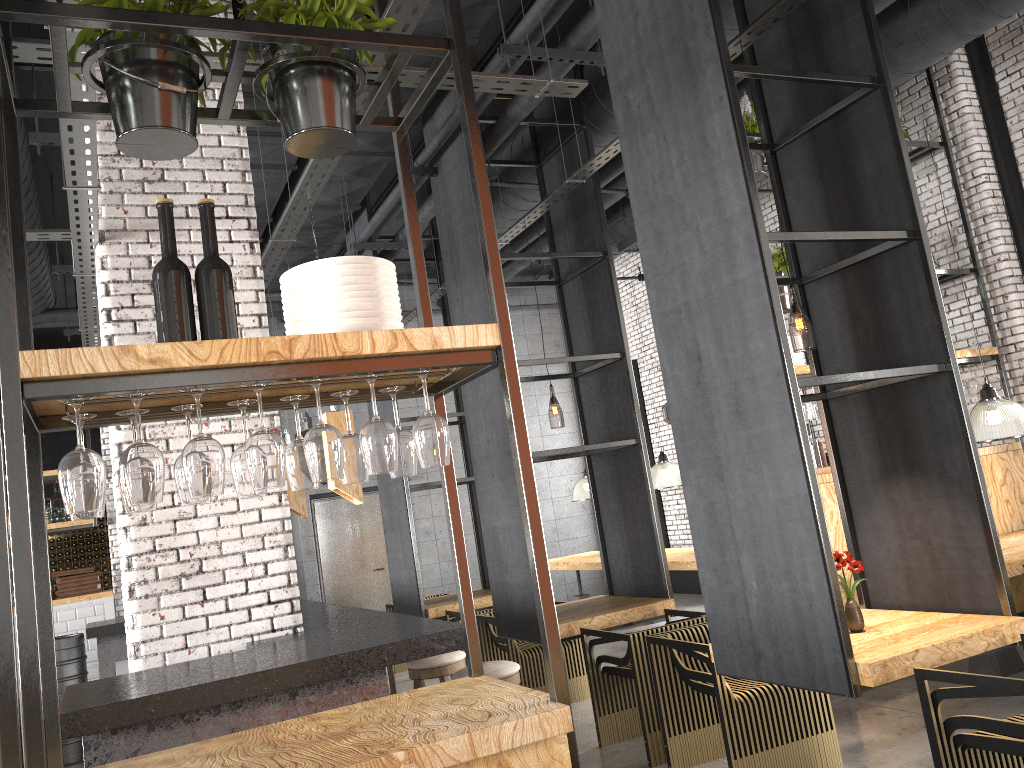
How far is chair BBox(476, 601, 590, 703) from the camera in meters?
6.7

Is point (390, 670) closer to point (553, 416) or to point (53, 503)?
point (53, 503)

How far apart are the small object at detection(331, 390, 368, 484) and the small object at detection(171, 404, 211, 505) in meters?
0.4 m

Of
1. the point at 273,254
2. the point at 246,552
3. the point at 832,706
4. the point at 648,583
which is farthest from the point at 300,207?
the point at 832,706

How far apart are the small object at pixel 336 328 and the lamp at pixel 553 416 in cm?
685

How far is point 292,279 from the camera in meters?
2.5

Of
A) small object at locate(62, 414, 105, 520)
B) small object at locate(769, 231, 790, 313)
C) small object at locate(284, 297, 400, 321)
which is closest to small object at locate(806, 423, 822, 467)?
small object at locate(769, 231, 790, 313)

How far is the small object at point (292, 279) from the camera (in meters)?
2.45

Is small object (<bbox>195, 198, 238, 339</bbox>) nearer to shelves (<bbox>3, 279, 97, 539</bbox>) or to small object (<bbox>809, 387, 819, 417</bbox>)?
small object (<bbox>809, 387, 819, 417</bbox>)

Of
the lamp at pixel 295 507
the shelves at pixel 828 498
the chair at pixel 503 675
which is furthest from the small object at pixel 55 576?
the shelves at pixel 828 498
